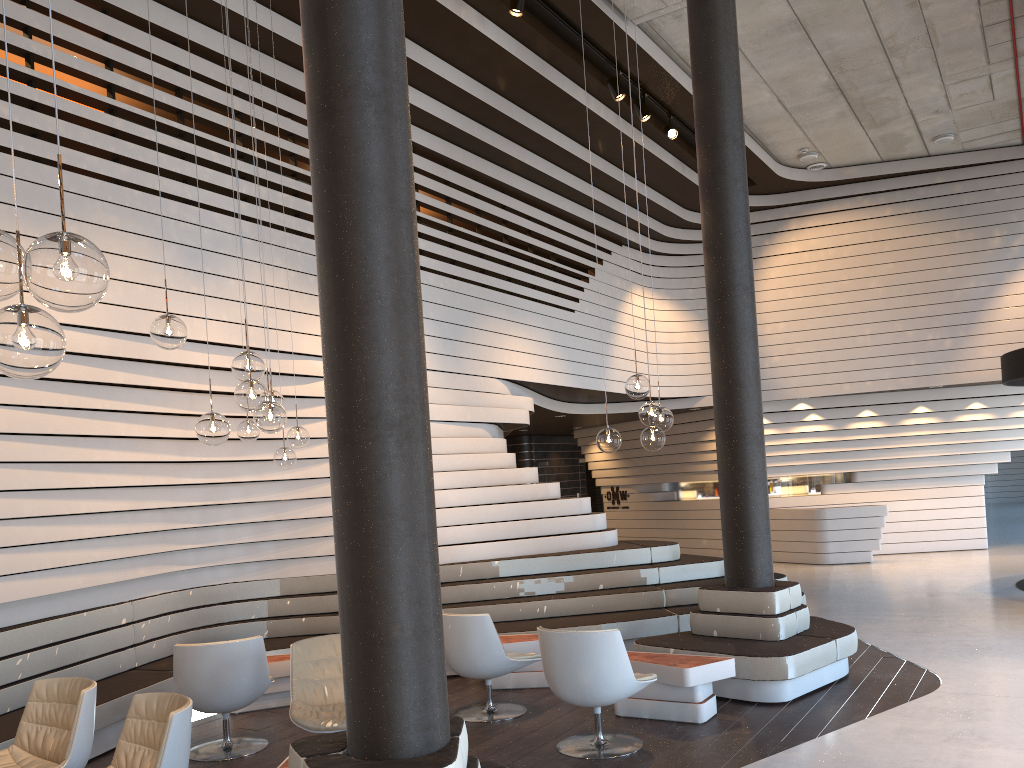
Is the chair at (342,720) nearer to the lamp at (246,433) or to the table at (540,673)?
the lamp at (246,433)

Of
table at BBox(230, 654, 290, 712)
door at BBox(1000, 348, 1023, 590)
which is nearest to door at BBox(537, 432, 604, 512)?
door at BBox(1000, 348, 1023, 590)

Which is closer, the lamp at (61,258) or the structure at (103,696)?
the lamp at (61,258)

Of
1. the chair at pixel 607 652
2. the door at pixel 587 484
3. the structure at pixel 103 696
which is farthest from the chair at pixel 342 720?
the door at pixel 587 484

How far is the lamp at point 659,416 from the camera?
5.7 meters

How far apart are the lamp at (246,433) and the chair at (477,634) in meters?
1.6

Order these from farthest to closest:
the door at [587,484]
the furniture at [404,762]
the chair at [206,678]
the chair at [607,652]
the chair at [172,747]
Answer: the door at [587,484]
the chair at [206,678]
the chair at [607,652]
the chair at [172,747]
the furniture at [404,762]

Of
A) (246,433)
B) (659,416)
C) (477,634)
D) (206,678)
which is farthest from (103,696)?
(659,416)

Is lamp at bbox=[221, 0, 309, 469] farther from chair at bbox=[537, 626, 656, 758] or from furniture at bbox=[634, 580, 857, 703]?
furniture at bbox=[634, 580, 857, 703]

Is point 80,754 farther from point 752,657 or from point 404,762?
point 752,657
